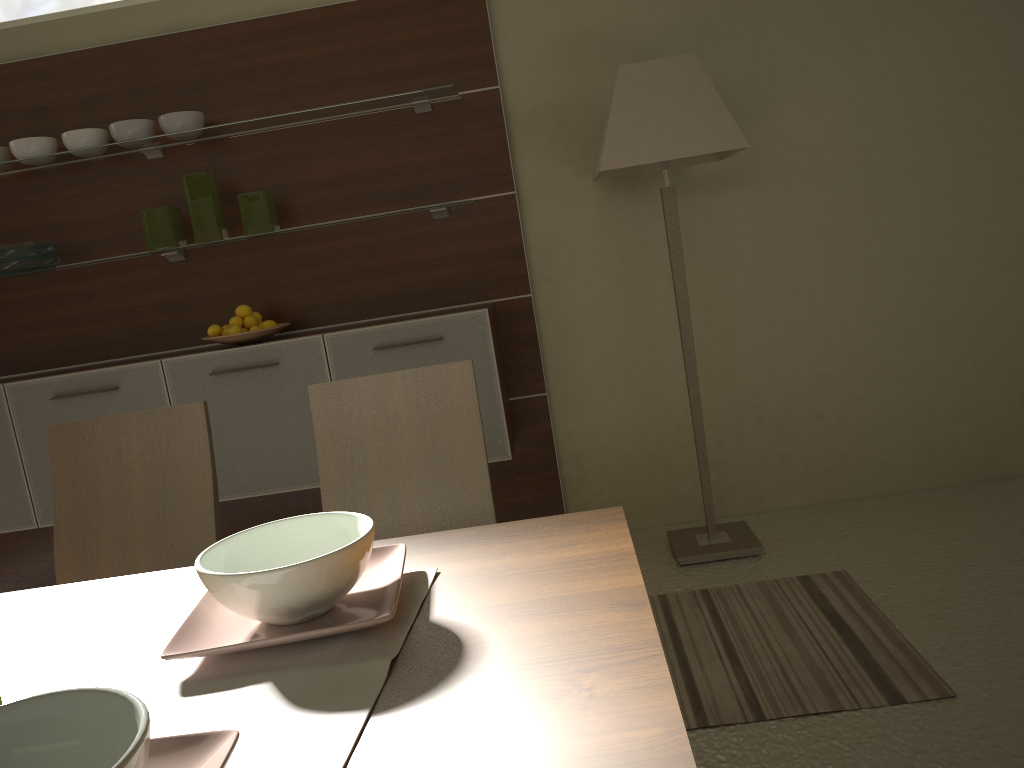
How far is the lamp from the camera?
2.9 meters

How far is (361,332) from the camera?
3.2m

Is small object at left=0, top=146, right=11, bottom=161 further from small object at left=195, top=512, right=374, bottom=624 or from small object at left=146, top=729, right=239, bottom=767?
small object at left=146, top=729, right=239, bottom=767

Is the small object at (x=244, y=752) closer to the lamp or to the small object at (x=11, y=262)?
the lamp

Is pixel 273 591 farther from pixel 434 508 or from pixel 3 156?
pixel 3 156

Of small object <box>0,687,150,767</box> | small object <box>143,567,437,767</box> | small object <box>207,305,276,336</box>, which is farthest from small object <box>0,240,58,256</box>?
small object <box>0,687,150,767</box>

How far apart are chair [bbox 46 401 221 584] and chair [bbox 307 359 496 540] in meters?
0.2 m

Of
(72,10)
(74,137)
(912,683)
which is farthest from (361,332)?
(912,683)

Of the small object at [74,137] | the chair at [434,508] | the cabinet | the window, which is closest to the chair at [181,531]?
the chair at [434,508]

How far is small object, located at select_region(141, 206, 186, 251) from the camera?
3.3m
